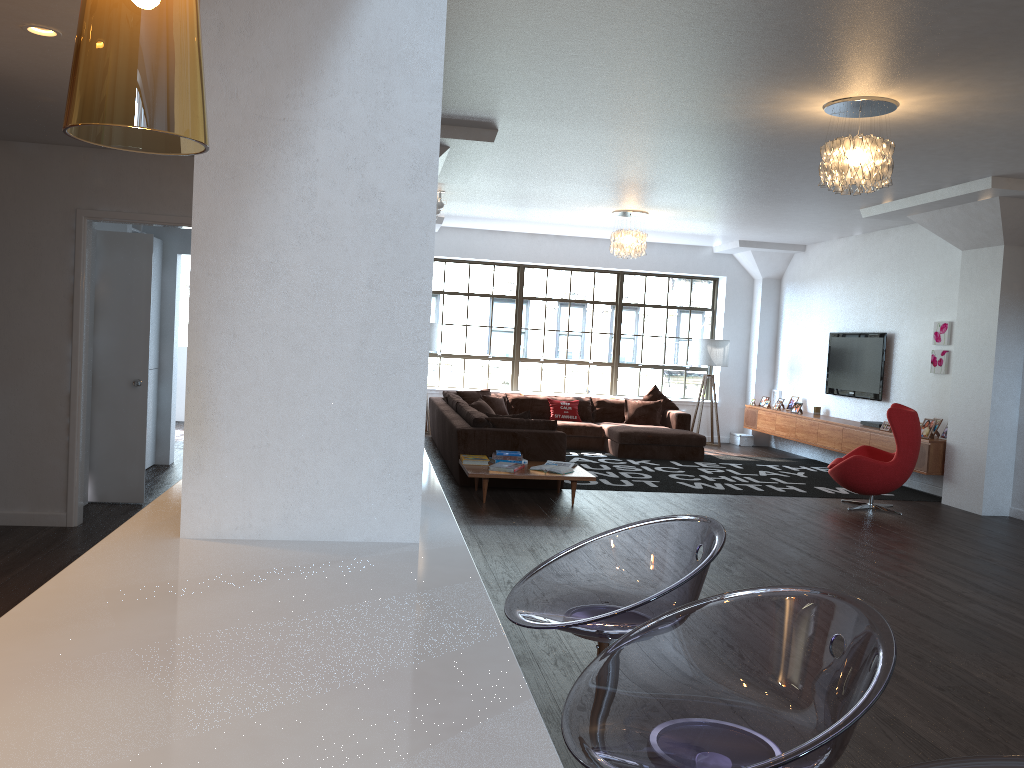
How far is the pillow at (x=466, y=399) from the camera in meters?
11.8

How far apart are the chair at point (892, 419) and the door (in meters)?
6.06

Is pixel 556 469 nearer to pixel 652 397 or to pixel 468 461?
pixel 468 461

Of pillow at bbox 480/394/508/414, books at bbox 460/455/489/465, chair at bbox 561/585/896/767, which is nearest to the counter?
chair at bbox 561/585/896/767

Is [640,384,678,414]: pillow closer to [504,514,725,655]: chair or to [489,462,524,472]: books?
[489,462,524,472]: books

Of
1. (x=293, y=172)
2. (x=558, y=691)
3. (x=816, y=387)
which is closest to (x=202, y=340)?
(x=293, y=172)

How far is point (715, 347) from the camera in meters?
13.0

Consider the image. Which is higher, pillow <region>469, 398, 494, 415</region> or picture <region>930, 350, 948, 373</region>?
picture <region>930, 350, 948, 373</region>

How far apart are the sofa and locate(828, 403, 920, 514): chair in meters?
2.5 m

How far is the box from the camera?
13.4 meters
